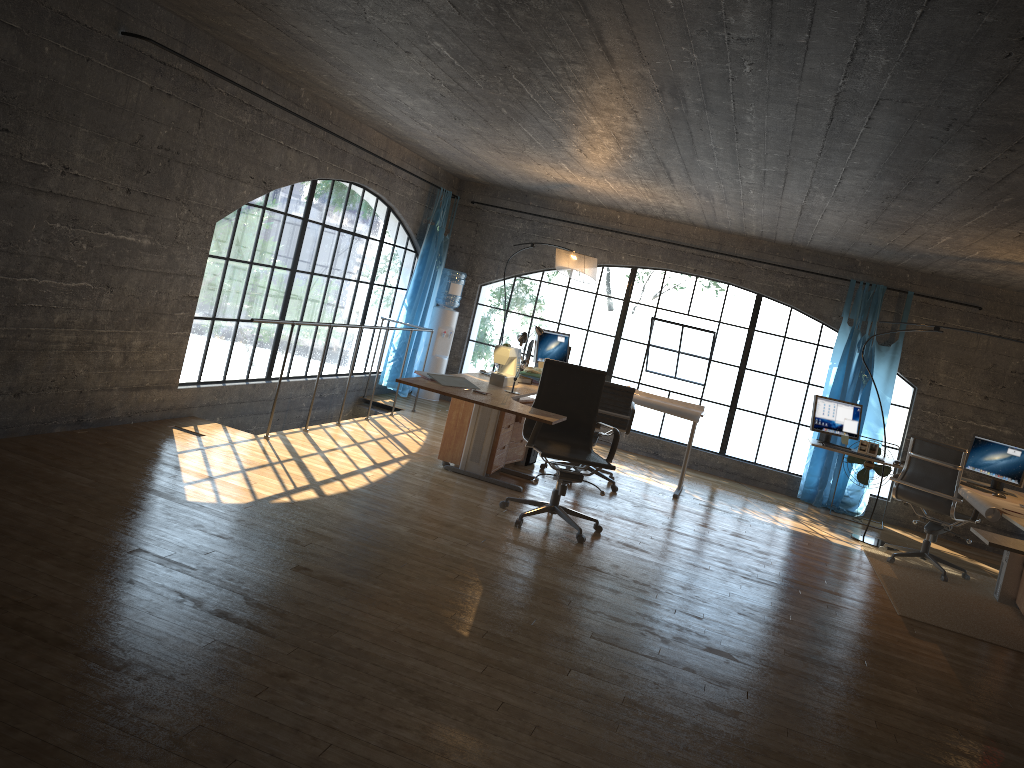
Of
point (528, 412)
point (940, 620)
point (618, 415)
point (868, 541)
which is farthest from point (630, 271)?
point (940, 620)

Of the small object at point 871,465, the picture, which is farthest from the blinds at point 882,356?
the picture

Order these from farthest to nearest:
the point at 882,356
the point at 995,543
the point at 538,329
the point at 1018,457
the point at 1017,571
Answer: the point at 882,356 < the point at 538,329 < the point at 1018,457 < the point at 1017,571 < the point at 995,543

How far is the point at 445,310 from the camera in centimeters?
977cm

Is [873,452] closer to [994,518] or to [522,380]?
[994,518]

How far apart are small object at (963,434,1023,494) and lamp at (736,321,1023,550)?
1.0 meters

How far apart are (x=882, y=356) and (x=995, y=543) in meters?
4.7

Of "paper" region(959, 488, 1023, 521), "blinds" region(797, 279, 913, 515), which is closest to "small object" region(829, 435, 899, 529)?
"blinds" region(797, 279, 913, 515)

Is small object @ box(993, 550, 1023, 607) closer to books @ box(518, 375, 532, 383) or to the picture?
the picture

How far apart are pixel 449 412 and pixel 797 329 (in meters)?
15.94
